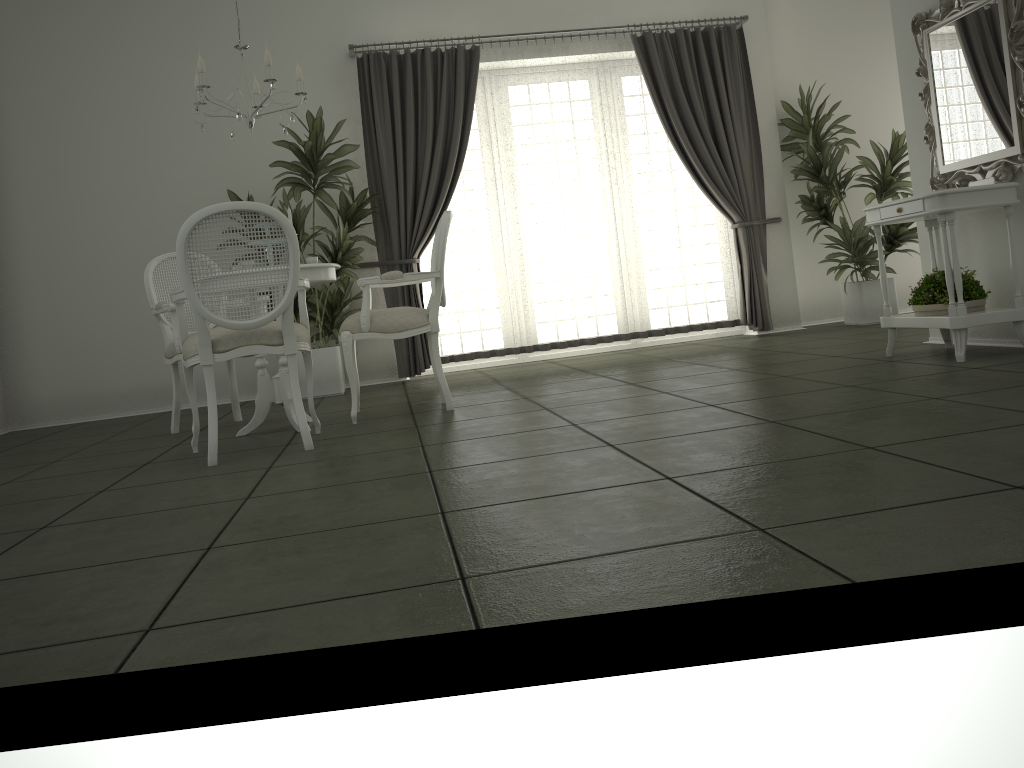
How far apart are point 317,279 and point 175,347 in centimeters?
98cm

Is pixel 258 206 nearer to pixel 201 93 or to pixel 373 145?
pixel 201 93

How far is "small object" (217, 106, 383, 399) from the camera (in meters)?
6.07

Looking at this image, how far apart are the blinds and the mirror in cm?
230

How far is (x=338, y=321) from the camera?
6.74m

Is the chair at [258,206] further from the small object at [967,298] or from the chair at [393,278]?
the small object at [967,298]

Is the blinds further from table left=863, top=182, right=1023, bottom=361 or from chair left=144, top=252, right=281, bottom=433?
table left=863, top=182, right=1023, bottom=361

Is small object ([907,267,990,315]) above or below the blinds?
below

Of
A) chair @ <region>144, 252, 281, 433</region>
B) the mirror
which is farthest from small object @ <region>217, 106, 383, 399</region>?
the mirror

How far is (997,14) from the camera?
4.1m
